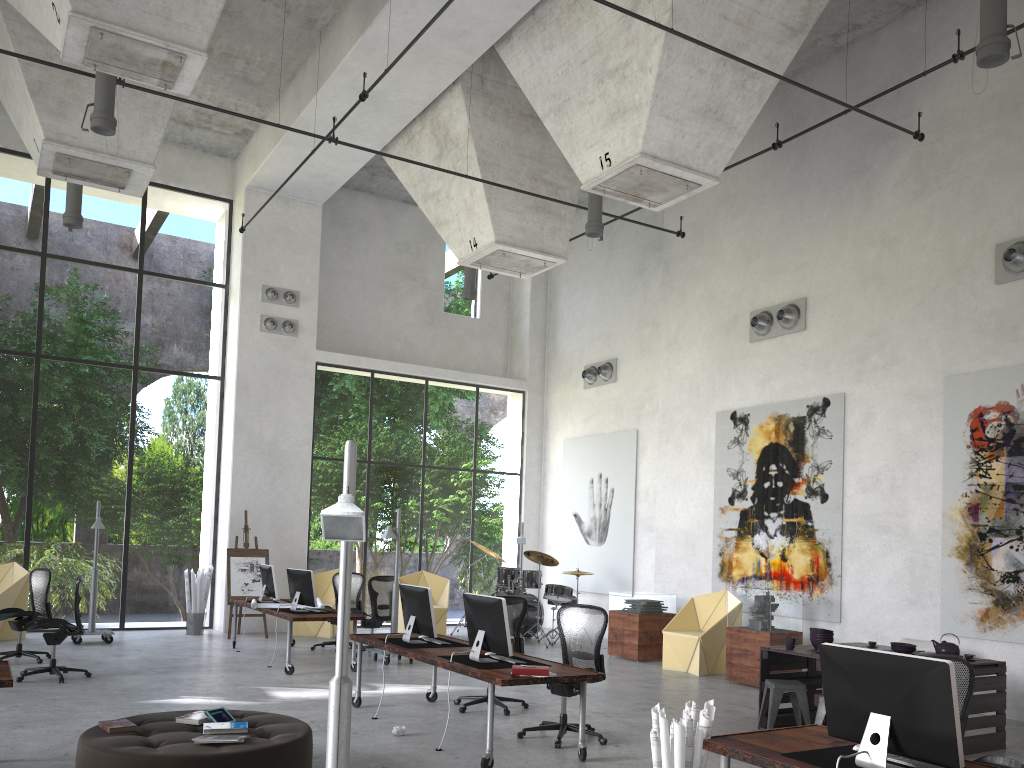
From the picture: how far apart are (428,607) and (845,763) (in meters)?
4.66

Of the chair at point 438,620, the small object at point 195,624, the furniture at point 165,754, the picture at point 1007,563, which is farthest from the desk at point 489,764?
the small object at point 195,624

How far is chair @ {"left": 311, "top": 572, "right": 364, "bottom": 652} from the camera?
13.2m

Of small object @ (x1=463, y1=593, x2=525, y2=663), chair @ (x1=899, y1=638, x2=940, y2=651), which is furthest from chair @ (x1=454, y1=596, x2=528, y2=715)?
chair @ (x1=899, y1=638, x2=940, y2=651)

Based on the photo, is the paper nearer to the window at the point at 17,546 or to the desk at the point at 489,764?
the desk at the point at 489,764

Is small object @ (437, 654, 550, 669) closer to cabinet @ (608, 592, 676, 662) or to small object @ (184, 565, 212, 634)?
cabinet @ (608, 592, 676, 662)

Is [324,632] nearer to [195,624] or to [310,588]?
[195,624]

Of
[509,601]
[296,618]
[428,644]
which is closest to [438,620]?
[296,618]

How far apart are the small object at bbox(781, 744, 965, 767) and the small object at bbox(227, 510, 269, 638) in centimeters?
1164cm

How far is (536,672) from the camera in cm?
645
